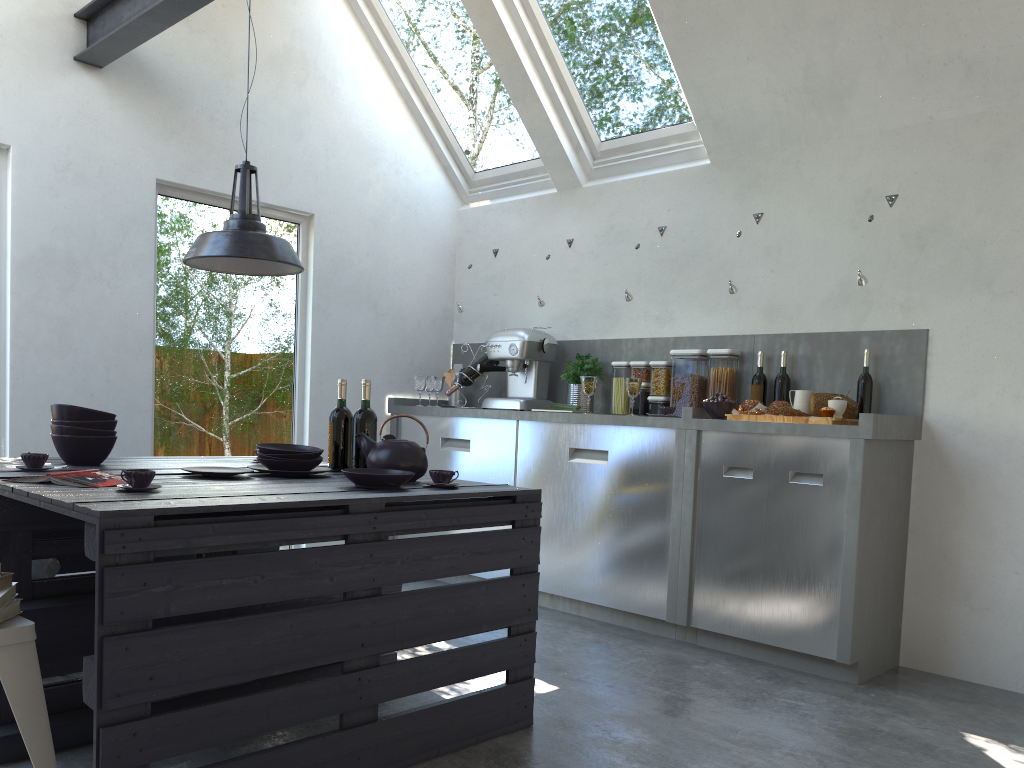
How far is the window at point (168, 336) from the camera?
4.4m

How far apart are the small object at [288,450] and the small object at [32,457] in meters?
0.6

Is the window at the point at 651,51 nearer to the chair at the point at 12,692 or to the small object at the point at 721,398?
the small object at the point at 721,398

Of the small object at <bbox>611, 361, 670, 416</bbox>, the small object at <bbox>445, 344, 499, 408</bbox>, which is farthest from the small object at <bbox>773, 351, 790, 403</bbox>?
the small object at <bbox>445, 344, 499, 408</bbox>

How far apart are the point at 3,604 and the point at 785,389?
3.44m

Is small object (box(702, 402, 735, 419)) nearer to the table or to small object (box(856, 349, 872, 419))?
small object (box(856, 349, 872, 419))

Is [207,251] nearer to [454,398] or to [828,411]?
[828,411]

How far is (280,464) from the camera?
2.8 meters

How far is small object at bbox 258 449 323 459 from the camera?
2.88m

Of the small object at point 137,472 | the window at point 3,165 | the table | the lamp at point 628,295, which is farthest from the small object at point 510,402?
the small object at point 137,472
